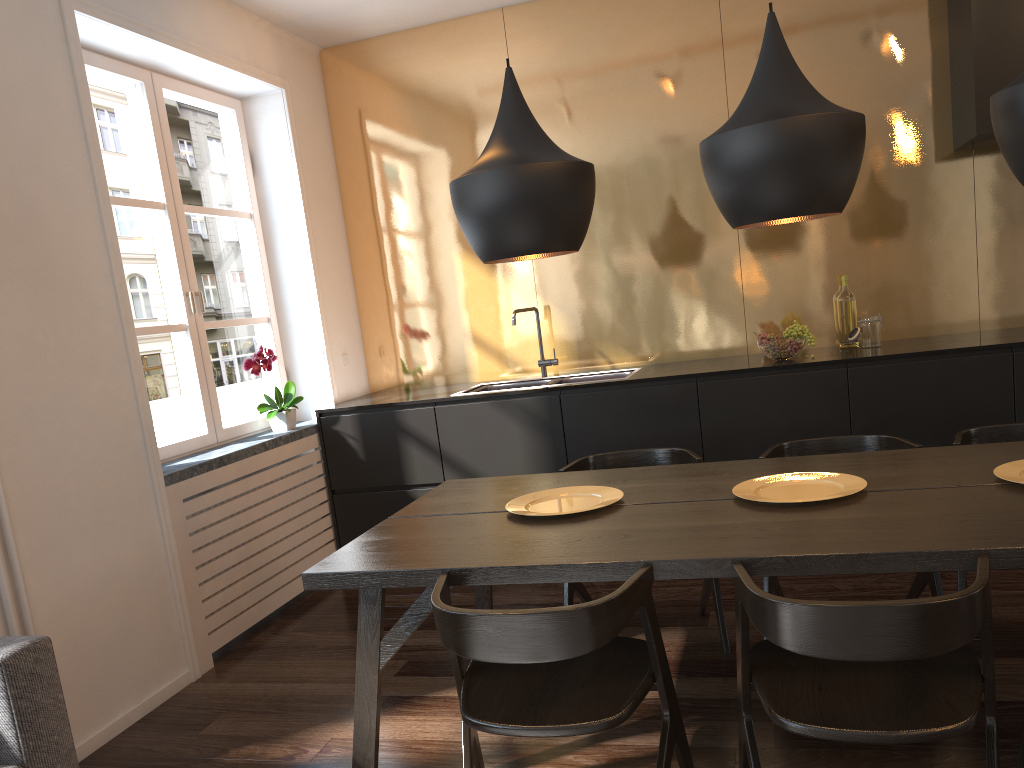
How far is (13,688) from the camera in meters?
2.0 m

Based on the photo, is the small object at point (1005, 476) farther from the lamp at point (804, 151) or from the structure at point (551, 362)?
the structure at point (551, 362)

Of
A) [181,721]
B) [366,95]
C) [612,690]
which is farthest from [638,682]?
[366,95]

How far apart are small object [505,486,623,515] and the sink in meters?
1.7 m

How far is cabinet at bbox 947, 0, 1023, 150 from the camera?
3.63m

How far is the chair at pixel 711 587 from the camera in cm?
312

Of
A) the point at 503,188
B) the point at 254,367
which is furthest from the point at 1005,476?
the point at 254,367

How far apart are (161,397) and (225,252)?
9.17m

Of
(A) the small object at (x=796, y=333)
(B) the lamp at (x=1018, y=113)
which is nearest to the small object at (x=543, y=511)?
(B) the lamp at (x=1018, y=113)

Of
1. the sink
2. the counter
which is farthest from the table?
the sink
